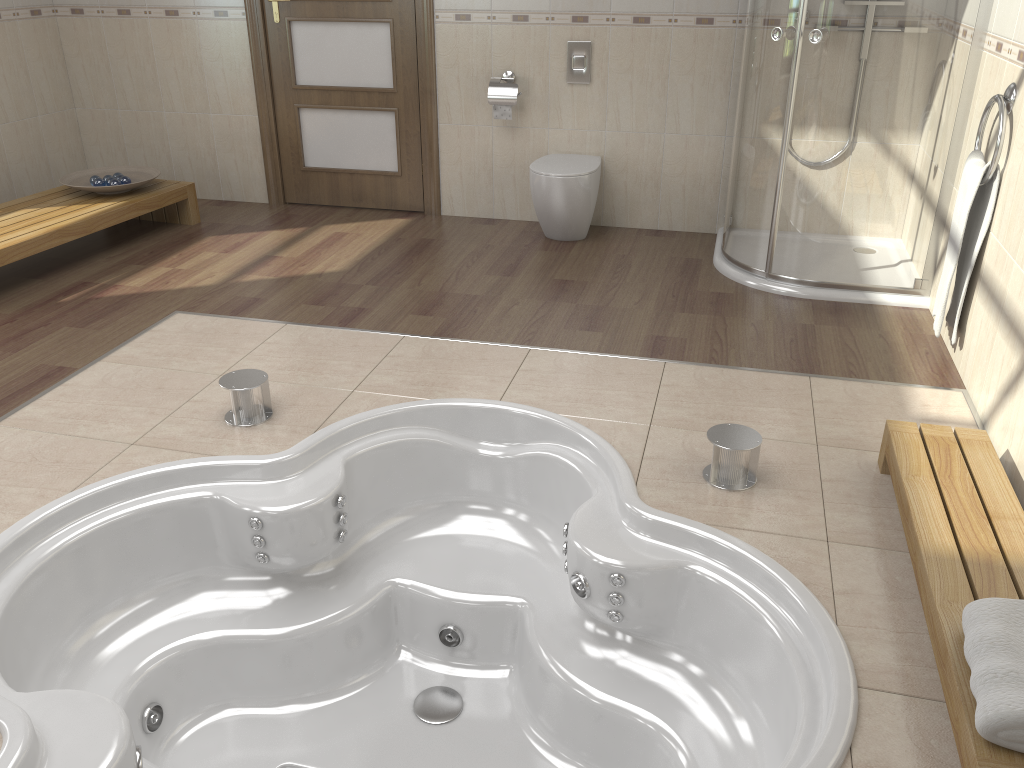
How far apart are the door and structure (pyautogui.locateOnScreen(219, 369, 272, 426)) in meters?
2.4 m

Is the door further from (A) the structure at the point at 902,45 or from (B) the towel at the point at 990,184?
(B) the towel at the point at 990,184

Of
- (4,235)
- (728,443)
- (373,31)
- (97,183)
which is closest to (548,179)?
(373,31)

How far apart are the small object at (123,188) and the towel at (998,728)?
4.2 meters

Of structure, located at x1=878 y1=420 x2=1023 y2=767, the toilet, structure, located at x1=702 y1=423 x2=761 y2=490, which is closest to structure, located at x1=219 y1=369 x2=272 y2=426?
structure, located at x1=702 y1=423 x2=761 y2=490

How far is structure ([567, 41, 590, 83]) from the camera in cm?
443

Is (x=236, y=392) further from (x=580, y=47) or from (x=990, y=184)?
(x=580, y=47)

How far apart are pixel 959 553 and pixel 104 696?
1.87m

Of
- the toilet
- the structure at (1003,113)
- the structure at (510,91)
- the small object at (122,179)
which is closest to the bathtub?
the structure at (1003,113)

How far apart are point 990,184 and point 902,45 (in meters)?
0.74
